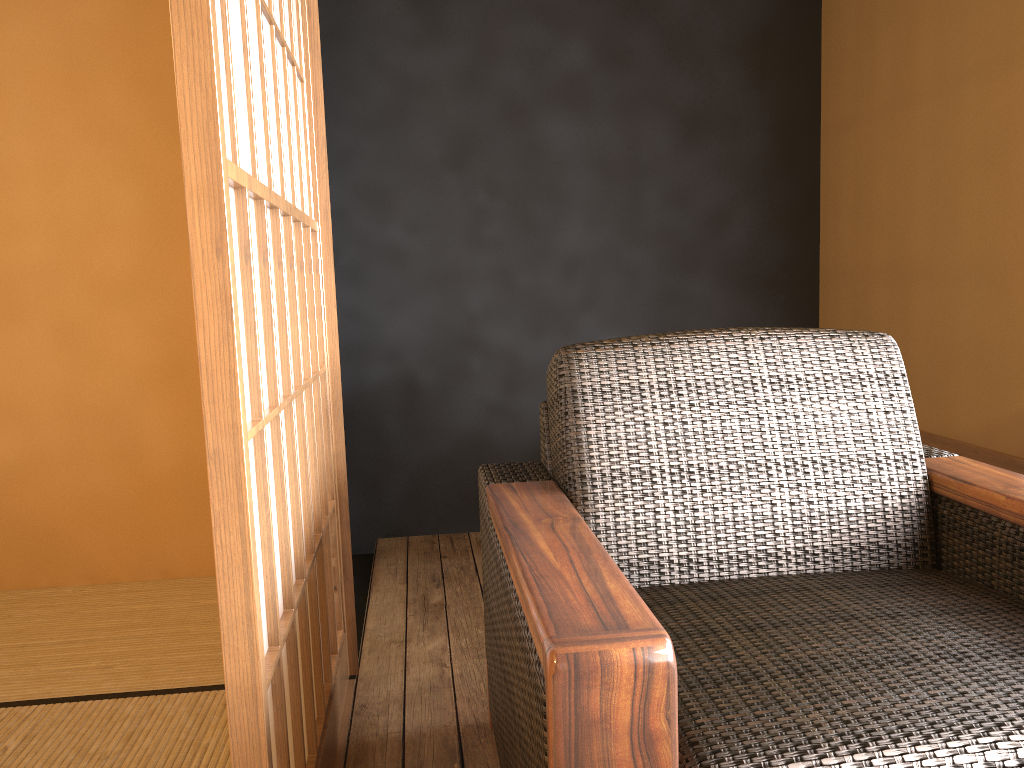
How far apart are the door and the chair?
0.3 meters

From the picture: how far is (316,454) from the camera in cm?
164

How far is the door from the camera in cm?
92

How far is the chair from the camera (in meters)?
0.85

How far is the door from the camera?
0.9 meters

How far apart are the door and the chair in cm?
29
